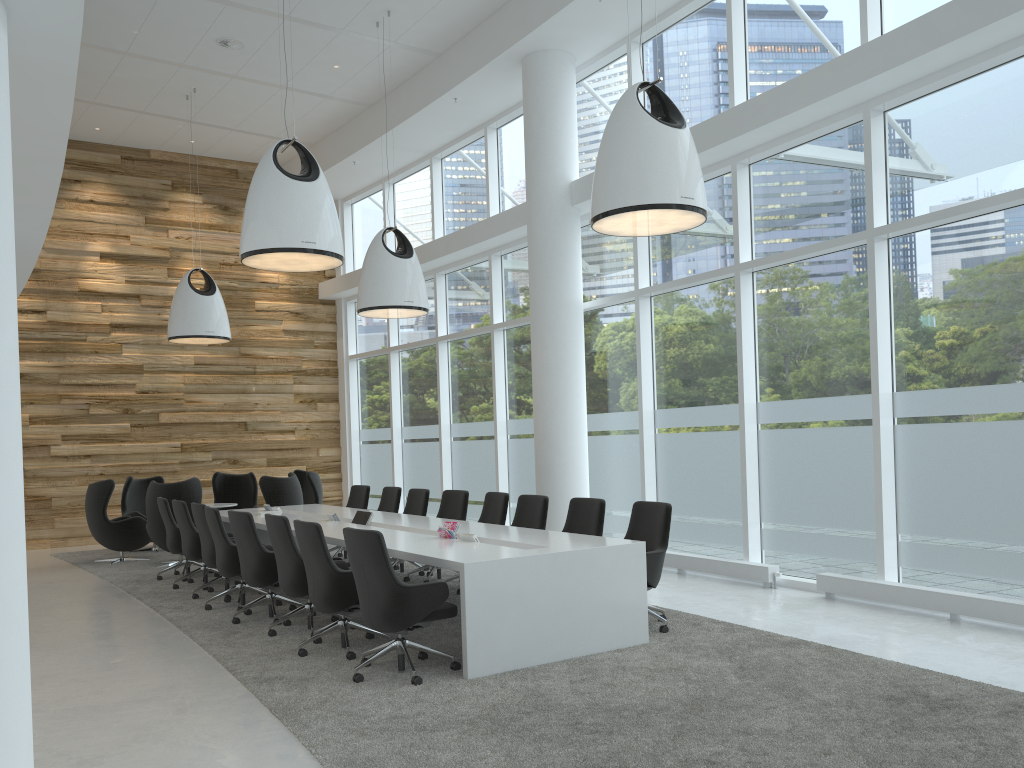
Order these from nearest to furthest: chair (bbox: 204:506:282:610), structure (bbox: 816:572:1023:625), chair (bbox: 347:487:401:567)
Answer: structure (bbox: 816:572:1023:625) < chair (bbox: 204:506:282:610) < chair (bbox: 347:487:401:567)

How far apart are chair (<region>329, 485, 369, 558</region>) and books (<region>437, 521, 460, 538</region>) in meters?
4.3 m

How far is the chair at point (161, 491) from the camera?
11.3 meters

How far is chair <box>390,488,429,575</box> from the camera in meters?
10.1

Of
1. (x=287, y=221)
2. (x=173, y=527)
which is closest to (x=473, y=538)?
(x=287, y=221)

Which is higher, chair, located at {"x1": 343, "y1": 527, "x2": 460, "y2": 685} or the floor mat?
chair, located at {"x1": 343, "y1": 527, "x2": 460, "y2": 685}

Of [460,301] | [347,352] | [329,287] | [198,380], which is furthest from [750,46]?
[198,380]

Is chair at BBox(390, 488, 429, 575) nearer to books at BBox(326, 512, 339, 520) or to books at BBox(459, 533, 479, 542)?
books at BBox(326, 512, 339, 520)

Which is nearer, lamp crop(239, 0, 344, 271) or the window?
the window

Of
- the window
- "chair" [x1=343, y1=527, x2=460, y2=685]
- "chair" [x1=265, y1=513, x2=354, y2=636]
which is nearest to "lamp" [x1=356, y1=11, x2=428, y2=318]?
the window
